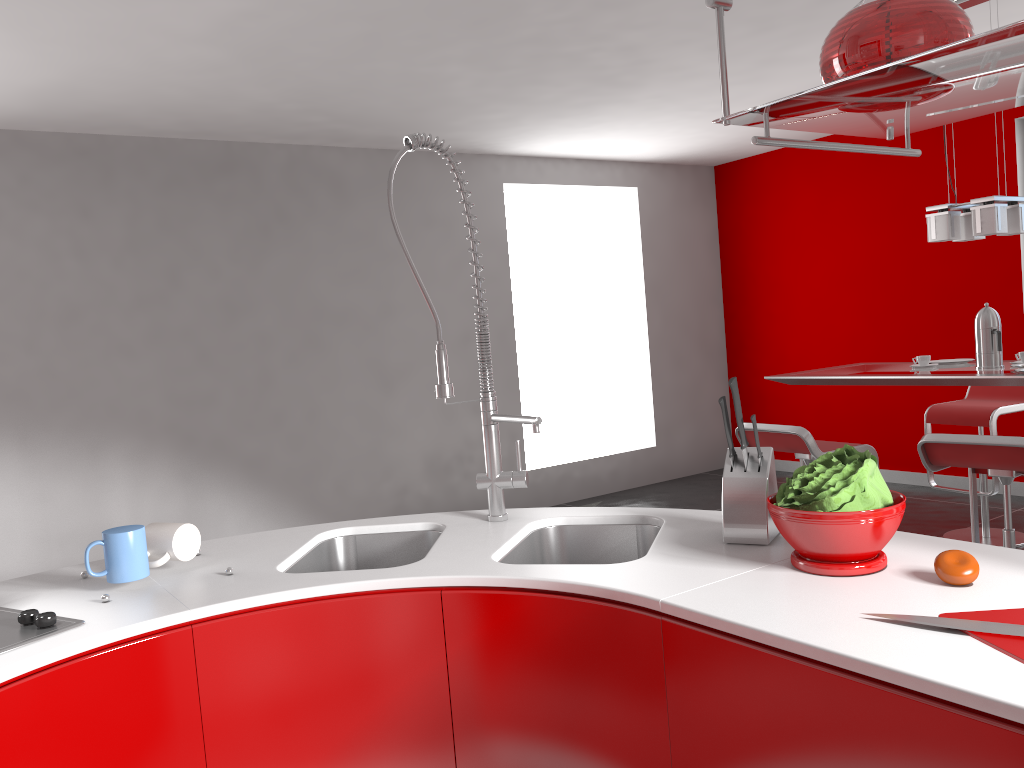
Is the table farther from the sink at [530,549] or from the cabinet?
the cabinet

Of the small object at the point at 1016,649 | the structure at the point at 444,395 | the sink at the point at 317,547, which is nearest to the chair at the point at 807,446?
the structure at the point at 444,395

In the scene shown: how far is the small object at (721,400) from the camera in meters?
1.7 m

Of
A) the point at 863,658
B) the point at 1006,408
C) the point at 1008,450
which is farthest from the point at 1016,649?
the point at 1006,408

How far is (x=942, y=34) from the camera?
1.22m

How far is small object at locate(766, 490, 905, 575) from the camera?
1.44m

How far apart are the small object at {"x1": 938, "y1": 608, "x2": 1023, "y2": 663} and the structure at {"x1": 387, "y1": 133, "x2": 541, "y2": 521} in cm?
95

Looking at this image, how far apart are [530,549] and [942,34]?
1.3 meters

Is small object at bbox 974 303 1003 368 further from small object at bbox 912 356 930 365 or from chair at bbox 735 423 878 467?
chair at bbox 735 423 878 467

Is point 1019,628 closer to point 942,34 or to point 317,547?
point 942,34
